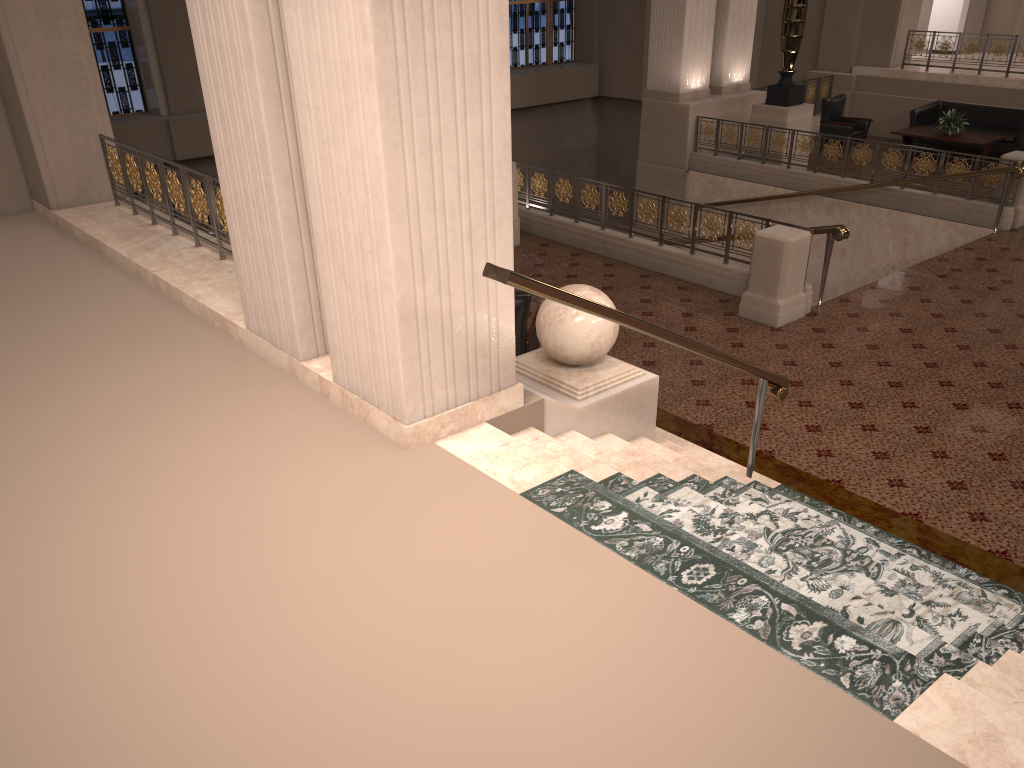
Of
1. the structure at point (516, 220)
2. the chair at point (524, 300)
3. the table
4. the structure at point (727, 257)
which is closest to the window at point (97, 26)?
the structure at point (516, 220)

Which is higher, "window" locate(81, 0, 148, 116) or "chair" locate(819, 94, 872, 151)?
"window" locate(81, 0, 148, 116)

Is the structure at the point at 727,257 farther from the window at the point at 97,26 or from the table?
the window at the point at 97,26

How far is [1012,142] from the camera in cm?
1409

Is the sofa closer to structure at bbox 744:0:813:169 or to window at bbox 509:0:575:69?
structure at bbox 744:0:813:169

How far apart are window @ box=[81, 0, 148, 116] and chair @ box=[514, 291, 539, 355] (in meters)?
12.09

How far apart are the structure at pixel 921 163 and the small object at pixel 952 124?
2.9 meters

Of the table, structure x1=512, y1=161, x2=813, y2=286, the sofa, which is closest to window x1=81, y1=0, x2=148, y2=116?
structure x1=512, y1=161, x2=813, y2=286

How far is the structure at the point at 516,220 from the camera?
10.7m

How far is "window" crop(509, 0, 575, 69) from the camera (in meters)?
20.82
